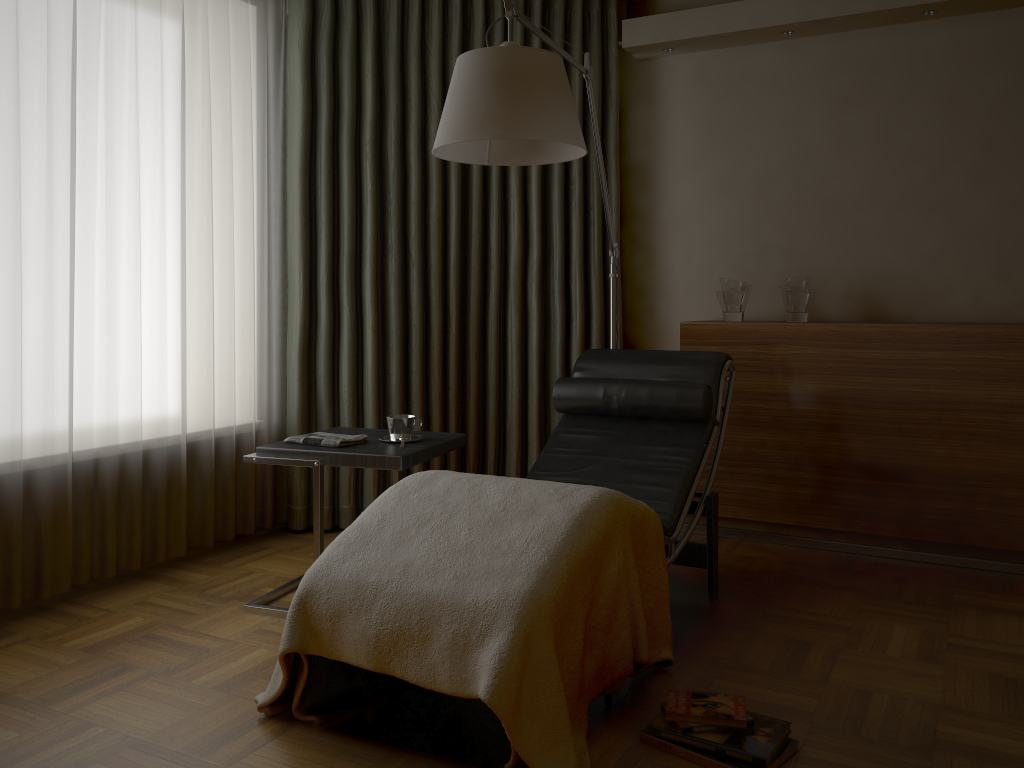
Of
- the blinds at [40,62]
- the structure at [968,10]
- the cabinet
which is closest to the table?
the blinds at [40,62]

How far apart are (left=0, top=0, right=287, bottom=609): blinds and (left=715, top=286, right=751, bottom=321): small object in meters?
1.9

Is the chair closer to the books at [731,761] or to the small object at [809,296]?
the books at [731,761]

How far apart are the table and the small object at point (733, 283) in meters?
1.4

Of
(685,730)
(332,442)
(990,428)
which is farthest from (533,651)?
(990,428)

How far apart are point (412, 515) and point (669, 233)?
2.5 meters

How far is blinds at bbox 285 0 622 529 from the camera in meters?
3.7 m

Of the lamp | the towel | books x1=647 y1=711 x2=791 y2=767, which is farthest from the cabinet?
books x1=647 y1=711 x2=791 y2=767

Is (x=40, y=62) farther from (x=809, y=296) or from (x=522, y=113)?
(x=809, y=296)

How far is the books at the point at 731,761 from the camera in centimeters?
190cm
